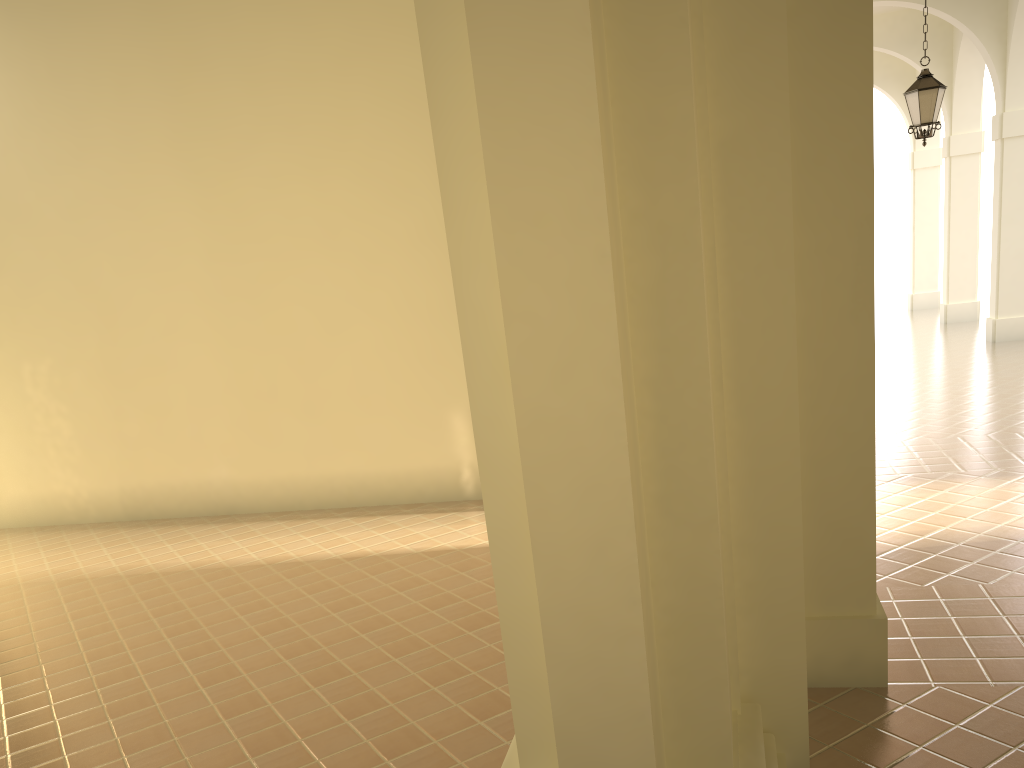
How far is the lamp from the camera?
11.2 meters

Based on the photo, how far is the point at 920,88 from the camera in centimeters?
1119cm

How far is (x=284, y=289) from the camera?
10.07m

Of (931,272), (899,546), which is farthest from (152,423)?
(931,272)

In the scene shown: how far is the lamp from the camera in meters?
11.2
